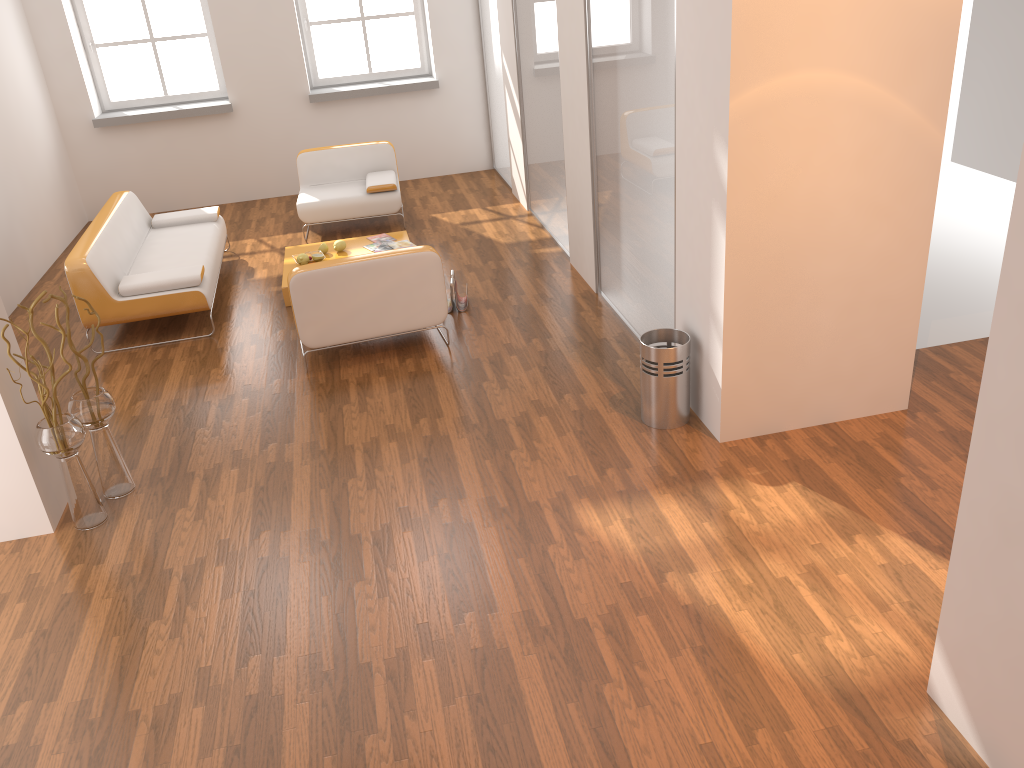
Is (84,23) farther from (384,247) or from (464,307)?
(464,307)

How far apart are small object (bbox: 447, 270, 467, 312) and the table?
1.2 meters

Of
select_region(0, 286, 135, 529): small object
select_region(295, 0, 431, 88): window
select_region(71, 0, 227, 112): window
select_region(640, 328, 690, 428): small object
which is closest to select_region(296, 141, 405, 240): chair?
select_region(295, 0, 431, 88): window

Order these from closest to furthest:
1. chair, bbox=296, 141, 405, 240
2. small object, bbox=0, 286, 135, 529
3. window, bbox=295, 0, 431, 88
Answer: small object, bbox=0, 286, 135, 529 → chair, bbox=296, 141, 405, 240 → window, bbox=295, 0, 431, 88

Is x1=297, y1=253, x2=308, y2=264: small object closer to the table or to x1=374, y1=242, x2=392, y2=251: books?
the table

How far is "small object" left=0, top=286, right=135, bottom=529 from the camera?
3.9 meters

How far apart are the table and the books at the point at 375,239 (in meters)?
0.07

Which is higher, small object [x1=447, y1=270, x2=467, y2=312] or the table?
the table

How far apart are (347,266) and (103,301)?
1.84m

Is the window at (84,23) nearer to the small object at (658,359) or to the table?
the table
